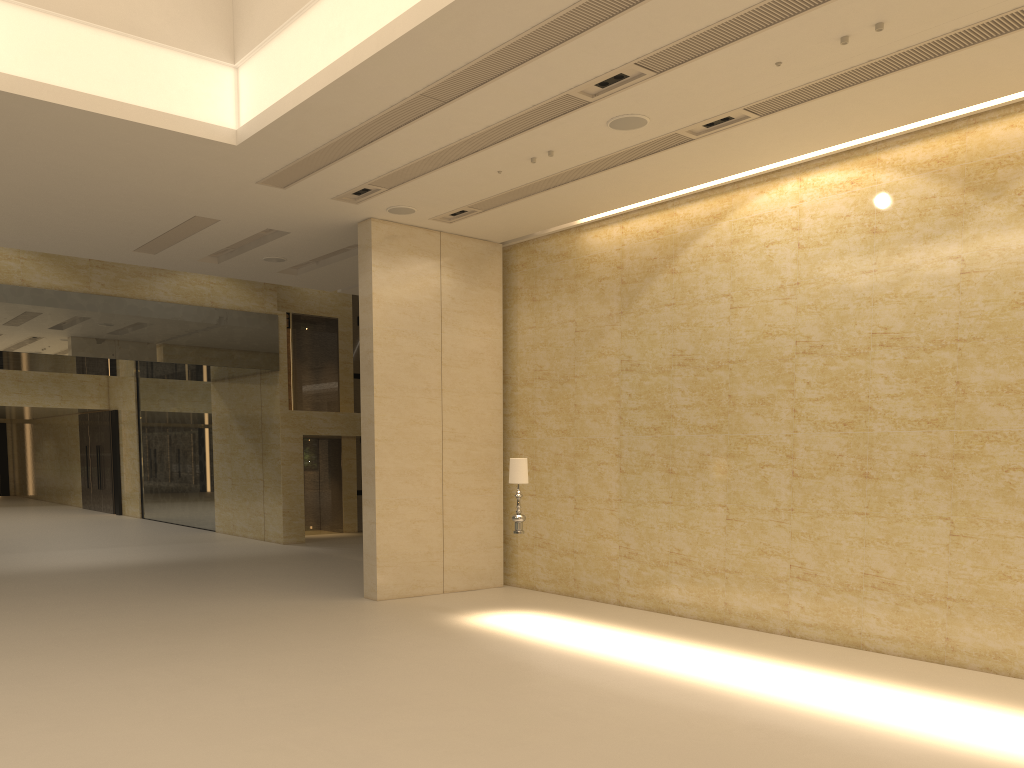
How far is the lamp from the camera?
11.7m

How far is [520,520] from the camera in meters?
11.7

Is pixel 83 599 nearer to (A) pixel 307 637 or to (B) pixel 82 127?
(A) pixel 307 637

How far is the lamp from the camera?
11.7m
